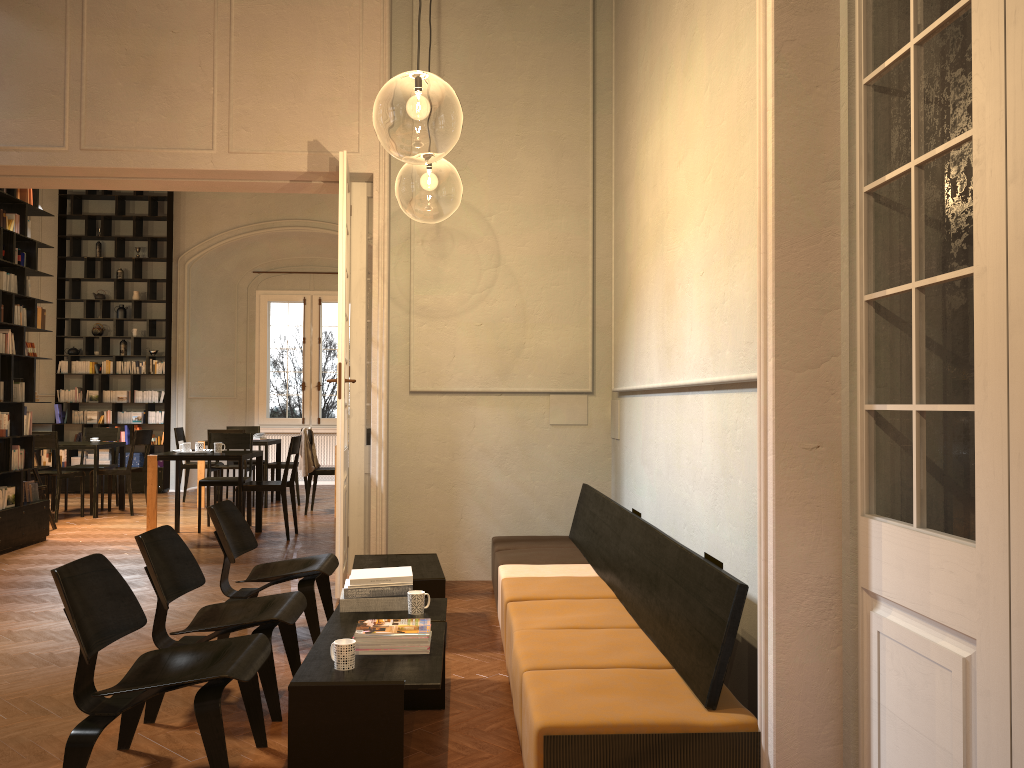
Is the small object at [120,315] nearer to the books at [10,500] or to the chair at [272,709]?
the books at [10,500]

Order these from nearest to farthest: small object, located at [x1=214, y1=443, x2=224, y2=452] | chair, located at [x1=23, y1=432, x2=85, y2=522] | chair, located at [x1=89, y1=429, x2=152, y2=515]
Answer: small object, located at [x1=214, y1=443, x2=224, y2=452] < chair, located at [x1=23, y1=432, x2=85, y2=522] < chair, located at [x1=89, y1=429, x2=152, y2=515]

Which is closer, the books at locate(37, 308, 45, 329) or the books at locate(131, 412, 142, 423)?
the books at locate(37, 308, 45, 329)

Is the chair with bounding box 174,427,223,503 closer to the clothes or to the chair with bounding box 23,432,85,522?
the chair with bounding box 23,432,85,522

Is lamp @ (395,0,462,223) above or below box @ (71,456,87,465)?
above

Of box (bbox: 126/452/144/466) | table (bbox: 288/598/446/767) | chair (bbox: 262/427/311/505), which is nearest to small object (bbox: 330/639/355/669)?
table (bbox: 288/598/446/767)

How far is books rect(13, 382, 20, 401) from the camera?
8.62m

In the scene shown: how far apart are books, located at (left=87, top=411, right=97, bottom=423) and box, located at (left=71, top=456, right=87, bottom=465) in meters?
0.6

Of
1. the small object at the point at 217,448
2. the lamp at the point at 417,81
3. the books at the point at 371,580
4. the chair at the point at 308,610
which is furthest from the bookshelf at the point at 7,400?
the books at the point at 371,580

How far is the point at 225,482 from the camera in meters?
9.7
